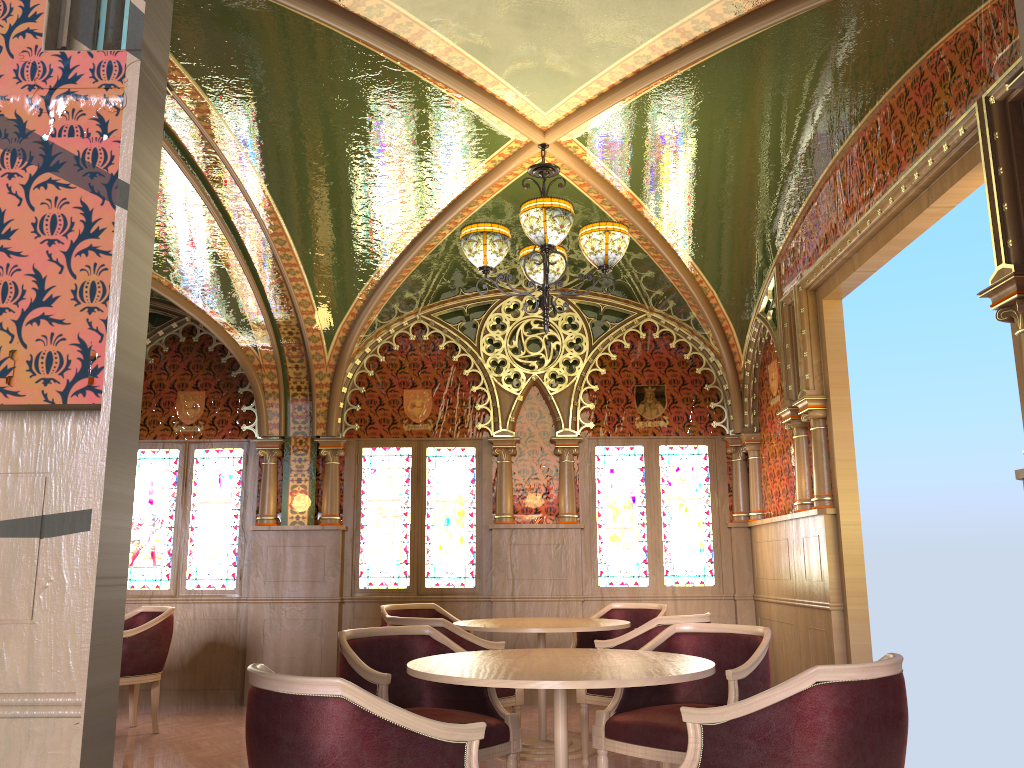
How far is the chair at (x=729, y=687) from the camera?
3.6 meters

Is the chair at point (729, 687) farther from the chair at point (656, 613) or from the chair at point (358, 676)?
the chair at point (656, 613)

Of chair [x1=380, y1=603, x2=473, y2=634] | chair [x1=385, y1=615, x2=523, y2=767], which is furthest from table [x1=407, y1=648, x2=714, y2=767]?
chair [x1=380, y1=603, x2=473, y2=634]

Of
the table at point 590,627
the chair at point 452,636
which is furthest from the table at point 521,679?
the table at point 590,627

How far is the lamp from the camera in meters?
4.6

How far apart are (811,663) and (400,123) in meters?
4.5 m

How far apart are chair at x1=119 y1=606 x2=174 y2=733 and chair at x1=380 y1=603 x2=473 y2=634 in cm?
151

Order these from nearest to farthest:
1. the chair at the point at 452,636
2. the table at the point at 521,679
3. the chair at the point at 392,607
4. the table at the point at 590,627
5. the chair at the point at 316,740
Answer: the chair at the point at 316,740 → the table at the point at 521,679 → the chair at the point at 452,636 → the table at the point at 590,627 → the chair at the point at 392,607

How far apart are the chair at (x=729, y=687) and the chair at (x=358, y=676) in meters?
0.3 m

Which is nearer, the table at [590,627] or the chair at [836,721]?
the chair at [836,721]
